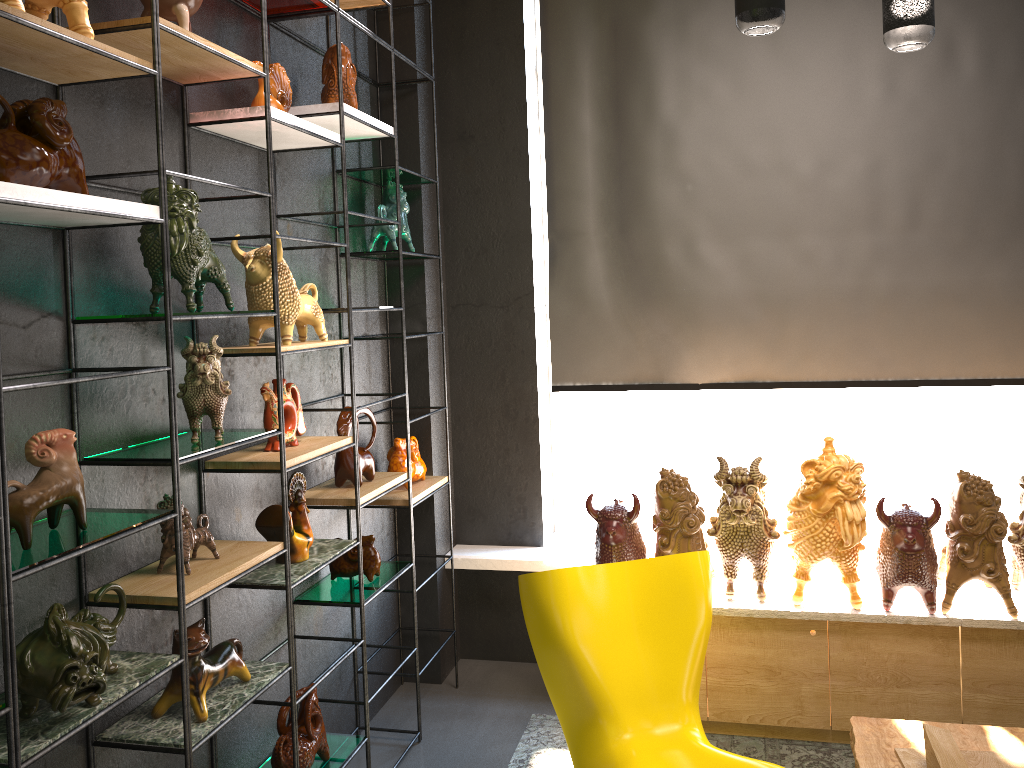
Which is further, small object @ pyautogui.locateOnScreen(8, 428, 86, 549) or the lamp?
the lamp

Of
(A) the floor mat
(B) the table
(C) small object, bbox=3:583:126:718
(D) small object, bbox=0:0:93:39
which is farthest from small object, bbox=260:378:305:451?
(B) the table

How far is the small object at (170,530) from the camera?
2.25m

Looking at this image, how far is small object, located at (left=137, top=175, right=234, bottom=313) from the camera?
2.15m

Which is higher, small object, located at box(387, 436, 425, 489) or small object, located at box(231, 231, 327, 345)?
small object, located at box(231, 231, 327, 345)

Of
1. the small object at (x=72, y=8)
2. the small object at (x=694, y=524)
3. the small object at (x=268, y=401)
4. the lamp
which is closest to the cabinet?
the small object at (x=694, y=524)

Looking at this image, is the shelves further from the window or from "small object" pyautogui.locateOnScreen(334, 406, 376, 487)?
the window

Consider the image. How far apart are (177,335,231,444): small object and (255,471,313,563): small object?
0.4 meters

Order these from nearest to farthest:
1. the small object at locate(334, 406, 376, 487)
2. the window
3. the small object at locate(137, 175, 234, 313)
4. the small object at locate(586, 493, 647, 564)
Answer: the small object at locate(137, 175, 234, 313)
the small object at locate(334, 406, 376, 487)
the small object at locate(586, 493, 647, 564)
the window

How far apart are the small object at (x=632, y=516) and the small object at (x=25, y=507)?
2.0 meters
